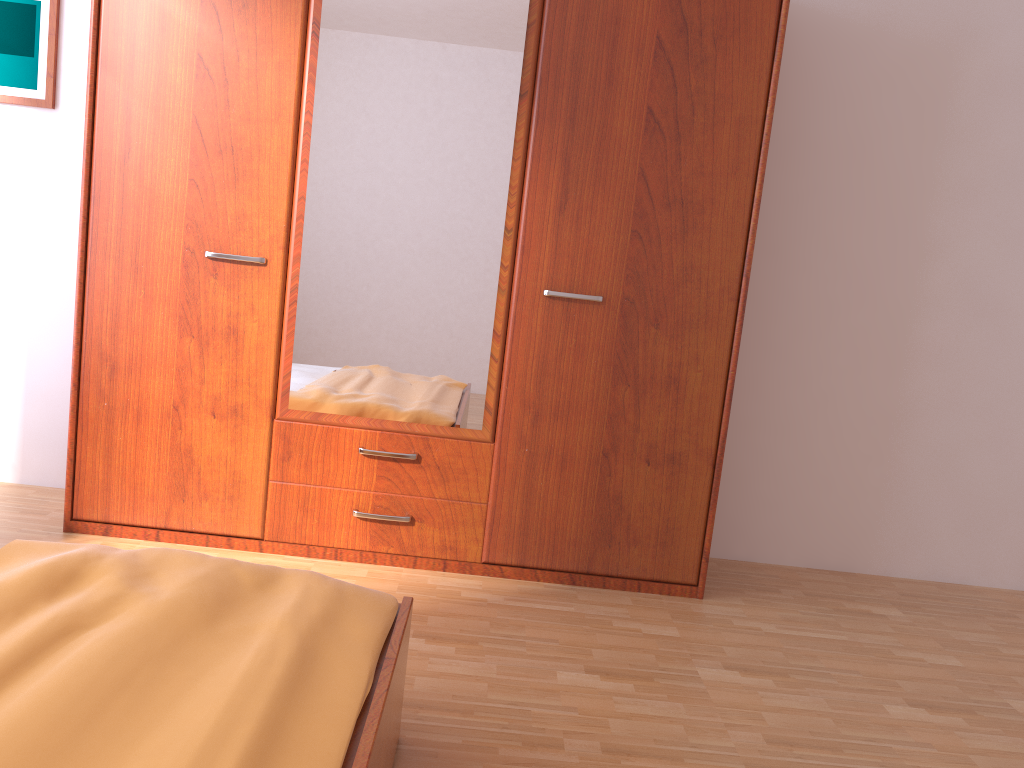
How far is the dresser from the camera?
2.60m

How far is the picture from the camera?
3.00m

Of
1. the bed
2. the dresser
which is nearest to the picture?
the dresser

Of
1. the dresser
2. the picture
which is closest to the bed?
the dresser

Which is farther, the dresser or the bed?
the dresser

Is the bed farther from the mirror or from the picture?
the picture

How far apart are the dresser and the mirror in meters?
0.0 m

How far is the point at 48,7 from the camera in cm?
300

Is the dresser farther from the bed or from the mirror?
the bed

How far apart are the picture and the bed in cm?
195
